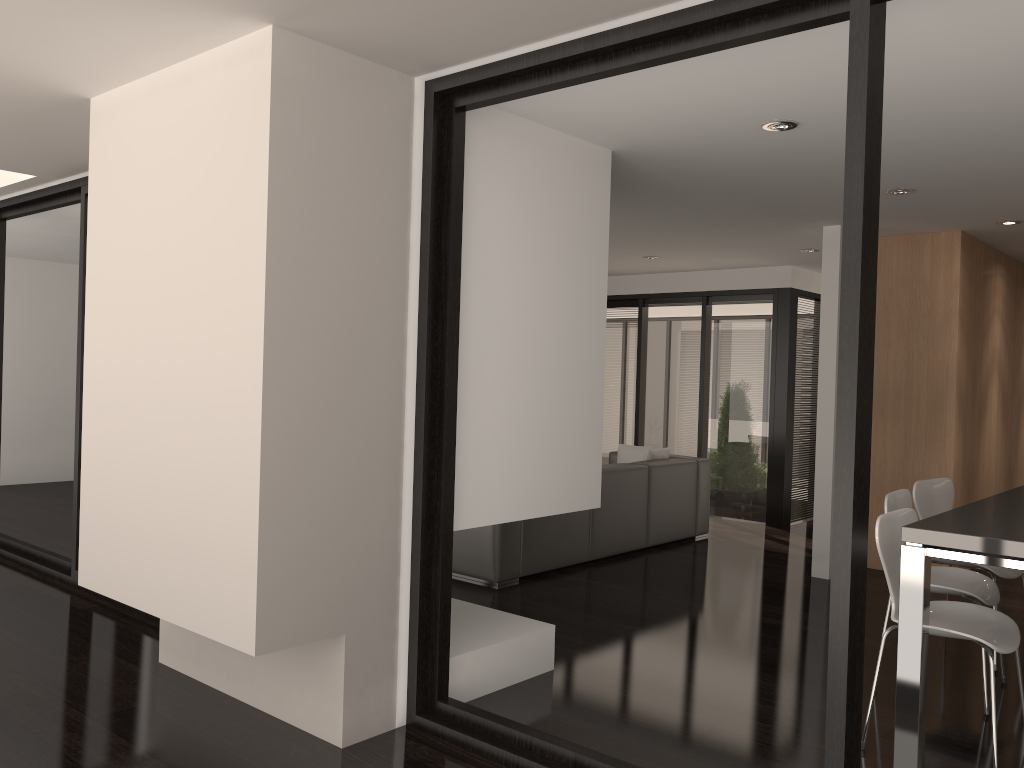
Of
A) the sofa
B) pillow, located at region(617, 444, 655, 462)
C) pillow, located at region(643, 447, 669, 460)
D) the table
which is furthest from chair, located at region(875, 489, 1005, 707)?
pillow, located at region(617, 444, 655, 462)

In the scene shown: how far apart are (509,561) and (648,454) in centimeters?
211cm

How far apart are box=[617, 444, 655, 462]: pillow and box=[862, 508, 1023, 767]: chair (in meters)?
4.13

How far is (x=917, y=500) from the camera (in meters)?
4.49

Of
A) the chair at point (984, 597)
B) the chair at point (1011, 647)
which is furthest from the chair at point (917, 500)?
the chair at point (1011, 647)

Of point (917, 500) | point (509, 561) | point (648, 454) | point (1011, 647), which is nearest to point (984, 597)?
point (1011, 647)

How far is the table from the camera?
2.82m

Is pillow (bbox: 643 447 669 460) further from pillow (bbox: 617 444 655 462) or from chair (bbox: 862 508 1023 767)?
chair (bbox: 862 508 1023 767)

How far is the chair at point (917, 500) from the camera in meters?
4.5

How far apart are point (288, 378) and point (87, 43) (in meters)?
1.35
